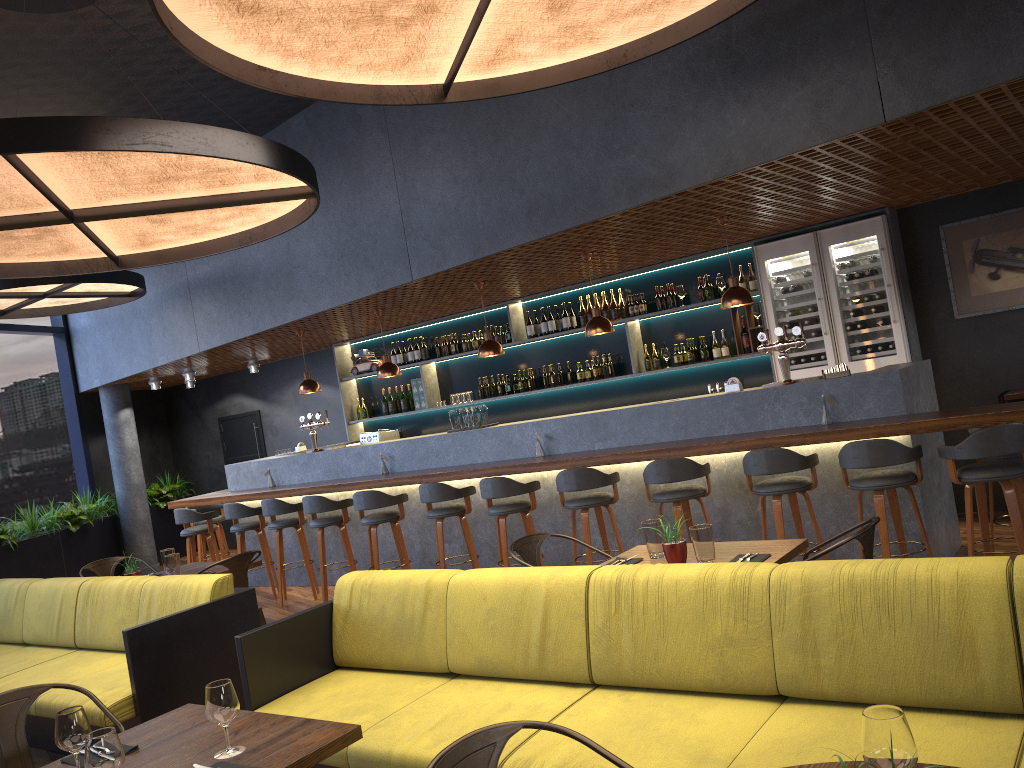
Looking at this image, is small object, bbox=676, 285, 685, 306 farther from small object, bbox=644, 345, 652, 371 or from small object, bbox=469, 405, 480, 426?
small object, bbox=469, 405, 480, 426

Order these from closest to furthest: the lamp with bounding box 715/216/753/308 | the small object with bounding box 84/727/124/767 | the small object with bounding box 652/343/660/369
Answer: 1. the small object with bounding box 84/727/124/767
2. the lamp with bounding box 715/216/753/308
3. the small object with bounding box 652/343/660/369

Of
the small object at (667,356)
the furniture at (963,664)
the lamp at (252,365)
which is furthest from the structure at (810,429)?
the furniture at (963,664)

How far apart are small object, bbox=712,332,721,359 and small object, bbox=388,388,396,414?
4.37m

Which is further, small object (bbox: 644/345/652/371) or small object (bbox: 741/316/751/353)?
small object (bbox: 644/345/652/371)

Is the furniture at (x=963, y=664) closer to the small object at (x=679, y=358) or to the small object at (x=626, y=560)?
the small object at (x=626, y=560)

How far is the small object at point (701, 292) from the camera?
8.7m

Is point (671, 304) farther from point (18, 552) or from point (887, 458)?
point (18, 552)

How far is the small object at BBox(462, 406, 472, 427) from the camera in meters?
8.2 m

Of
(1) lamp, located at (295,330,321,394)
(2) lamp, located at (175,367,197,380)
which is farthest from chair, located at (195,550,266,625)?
(2) lamp, located at (175,367,197,380)
